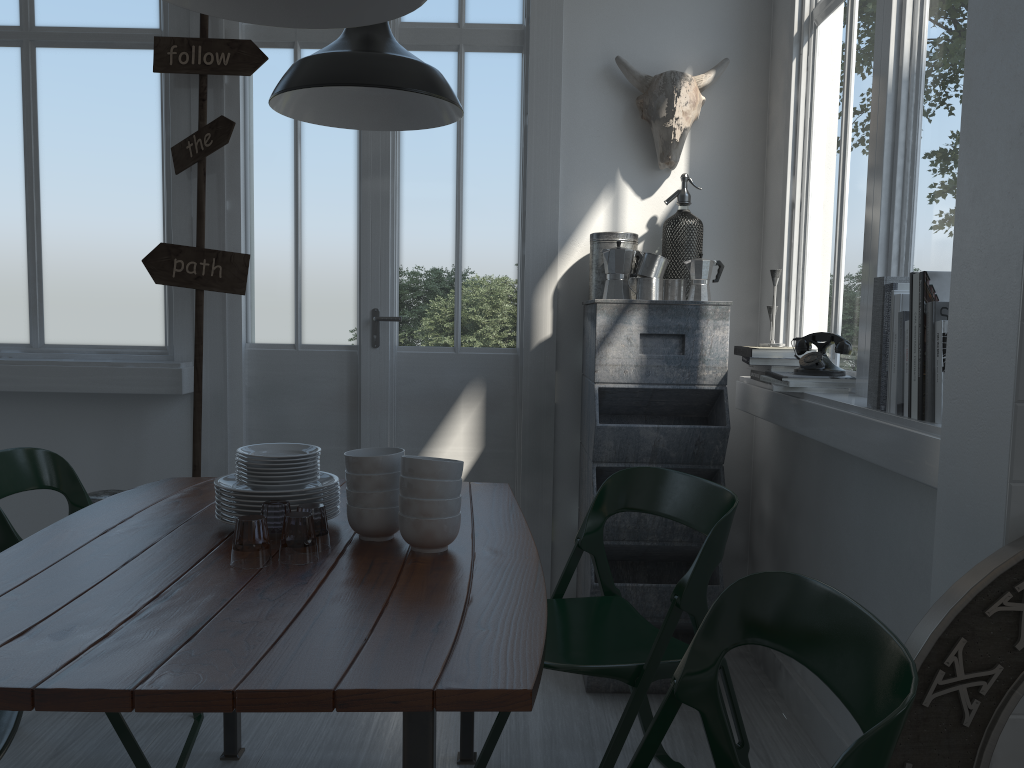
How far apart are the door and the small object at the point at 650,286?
0.50m

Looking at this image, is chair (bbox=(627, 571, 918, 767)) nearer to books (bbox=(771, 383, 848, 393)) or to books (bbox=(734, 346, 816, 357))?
books (bbox=(771, 383, 848, 393))

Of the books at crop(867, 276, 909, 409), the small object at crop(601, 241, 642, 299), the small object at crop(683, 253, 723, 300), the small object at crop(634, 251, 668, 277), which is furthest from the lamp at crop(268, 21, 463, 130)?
the books at crop(867, 276, 909, 409)

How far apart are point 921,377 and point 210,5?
1.9m

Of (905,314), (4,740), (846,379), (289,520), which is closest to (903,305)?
(905,314)

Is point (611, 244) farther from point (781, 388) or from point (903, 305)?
point (903, 305)

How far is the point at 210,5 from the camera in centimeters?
207cm

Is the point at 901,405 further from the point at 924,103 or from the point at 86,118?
the point at 86,118

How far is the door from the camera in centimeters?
390cm

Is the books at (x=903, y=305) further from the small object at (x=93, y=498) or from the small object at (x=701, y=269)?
the small object at (x=93, y=498)
